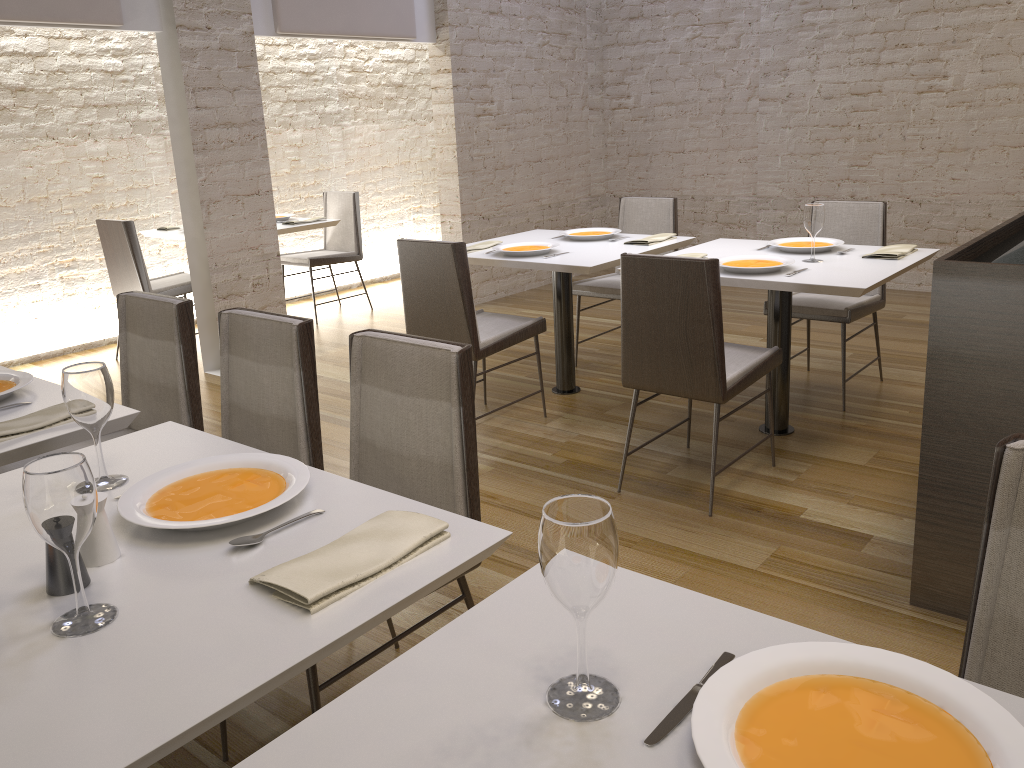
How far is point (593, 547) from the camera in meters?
0.9

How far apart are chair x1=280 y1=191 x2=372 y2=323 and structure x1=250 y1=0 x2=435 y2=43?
1.2m

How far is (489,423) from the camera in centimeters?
418cm

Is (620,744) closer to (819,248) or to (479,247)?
(819,248)

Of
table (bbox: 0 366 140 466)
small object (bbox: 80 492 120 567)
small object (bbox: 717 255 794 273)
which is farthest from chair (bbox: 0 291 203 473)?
small object (bbox: 717 255 794 273)

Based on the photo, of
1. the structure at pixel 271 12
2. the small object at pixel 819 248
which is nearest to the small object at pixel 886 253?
the small object at pixel 819 248

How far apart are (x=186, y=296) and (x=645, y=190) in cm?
393

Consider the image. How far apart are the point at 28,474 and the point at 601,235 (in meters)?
3.60

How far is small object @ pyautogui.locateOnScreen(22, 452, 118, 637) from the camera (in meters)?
1.12

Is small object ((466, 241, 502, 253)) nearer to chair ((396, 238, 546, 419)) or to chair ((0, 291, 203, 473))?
chair ((396, 238, 546, 419))
